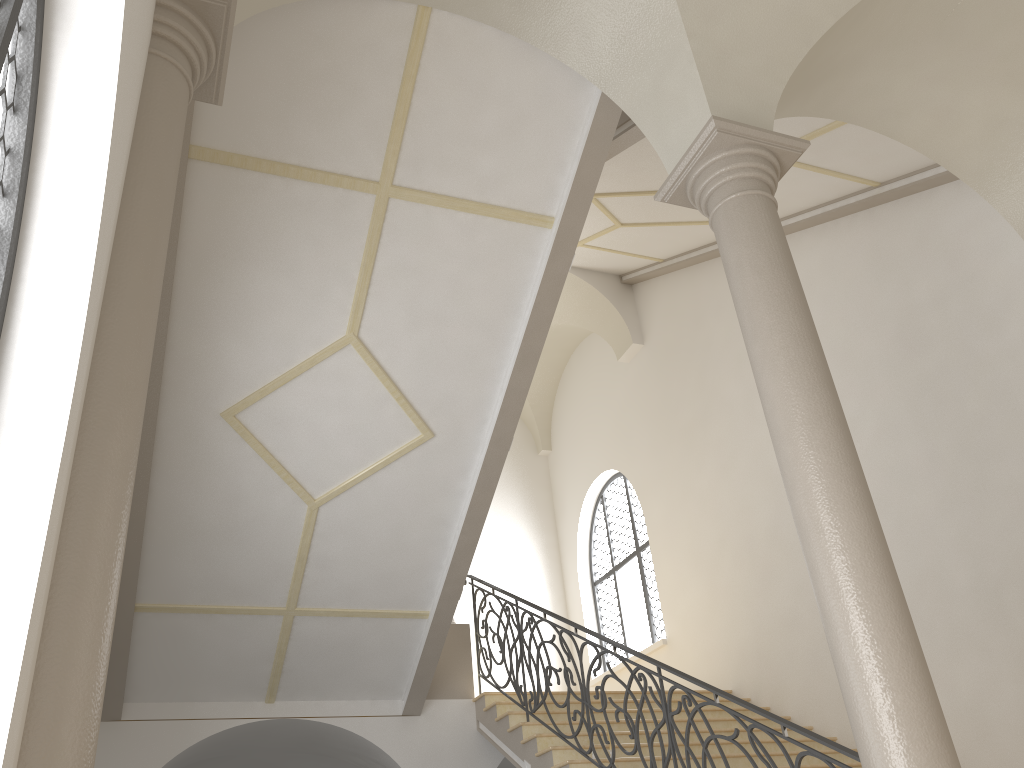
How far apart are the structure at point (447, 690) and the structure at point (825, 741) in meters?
0.1 m

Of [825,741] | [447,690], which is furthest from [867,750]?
[447,690]

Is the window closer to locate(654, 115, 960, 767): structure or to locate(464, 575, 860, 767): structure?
locate(464, 575, 860, 767): structure

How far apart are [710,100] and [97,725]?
4.5 meters

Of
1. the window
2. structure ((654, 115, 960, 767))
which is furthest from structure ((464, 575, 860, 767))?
the window

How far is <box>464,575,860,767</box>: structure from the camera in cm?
463

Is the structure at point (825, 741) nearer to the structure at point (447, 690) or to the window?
the structure at point (447, 690)

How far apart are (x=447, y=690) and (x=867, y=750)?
6.22m

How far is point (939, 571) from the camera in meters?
7.7

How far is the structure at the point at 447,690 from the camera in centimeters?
925cm
